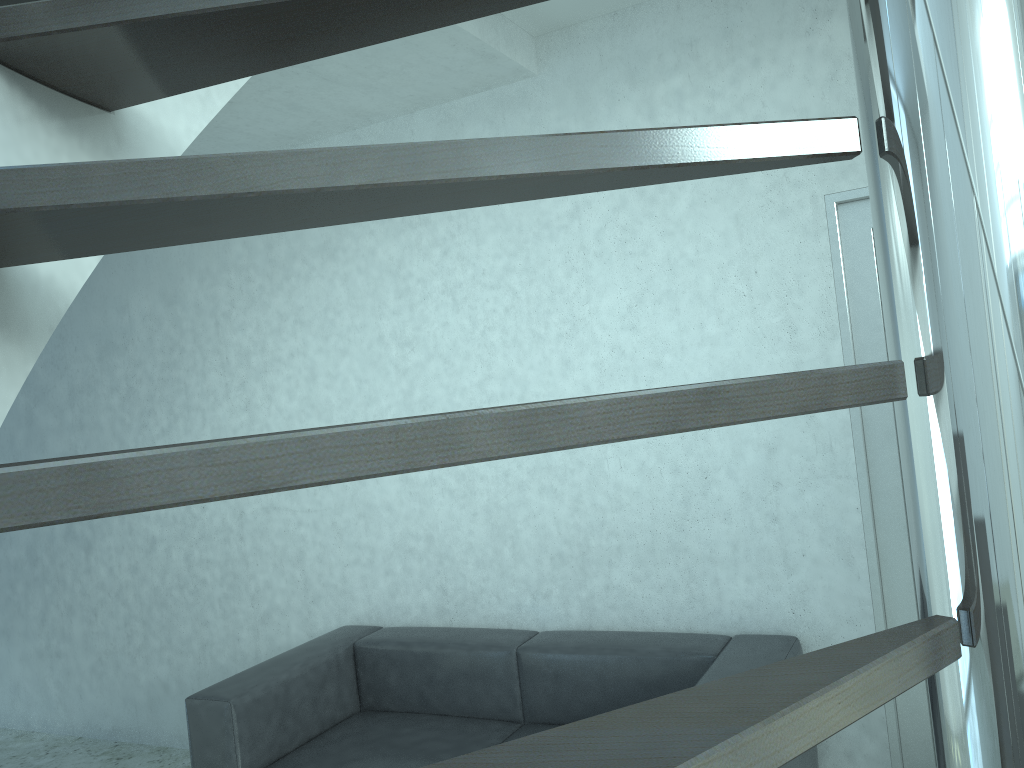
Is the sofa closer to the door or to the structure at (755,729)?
the door

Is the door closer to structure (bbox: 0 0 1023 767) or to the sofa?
the sofa

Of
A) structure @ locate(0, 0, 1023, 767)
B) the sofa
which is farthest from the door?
structure @ locate(0, 0, 1023, 767)

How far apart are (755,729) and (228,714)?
3.00m

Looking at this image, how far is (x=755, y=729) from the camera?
0.4 meters

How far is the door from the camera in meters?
2.9

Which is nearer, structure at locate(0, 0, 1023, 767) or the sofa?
structure at locate(0, 0, 1023, 767)

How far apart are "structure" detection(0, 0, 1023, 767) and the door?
1.12m

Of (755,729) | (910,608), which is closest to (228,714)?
(910,608)

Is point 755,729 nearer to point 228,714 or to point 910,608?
point 910,608
